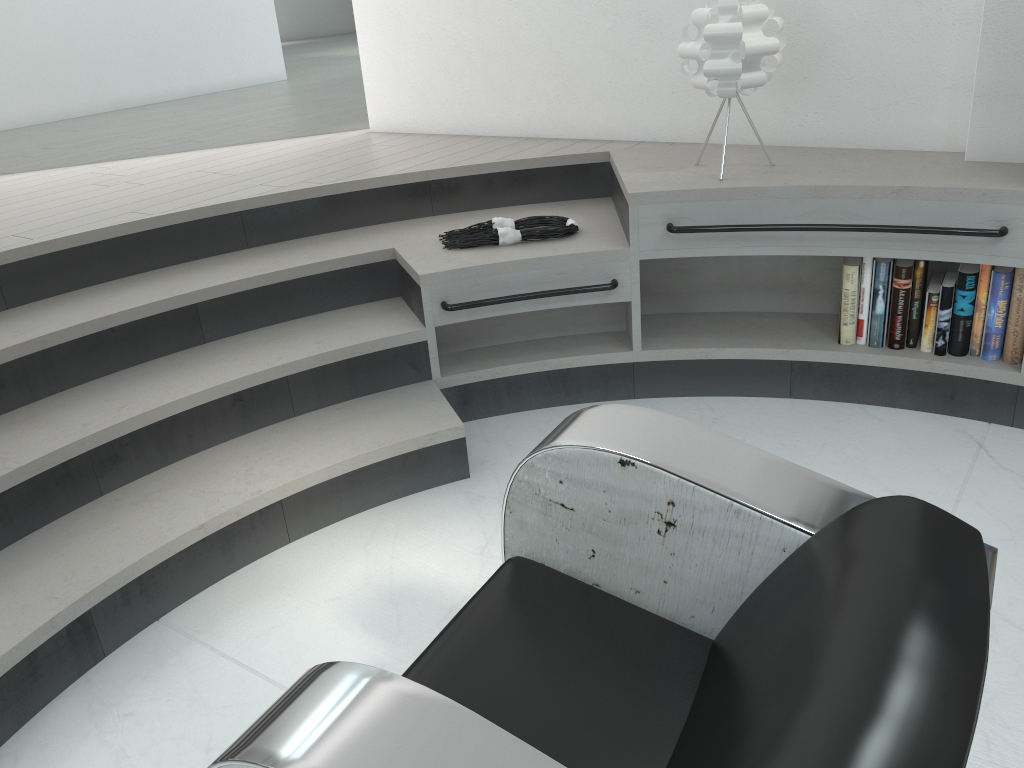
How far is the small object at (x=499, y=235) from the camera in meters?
2.9 m

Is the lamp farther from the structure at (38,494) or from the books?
the books

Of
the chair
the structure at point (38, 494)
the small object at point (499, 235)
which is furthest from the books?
A: the chair

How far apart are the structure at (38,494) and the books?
0.0m

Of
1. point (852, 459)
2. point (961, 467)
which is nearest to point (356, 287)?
point (852, 459)

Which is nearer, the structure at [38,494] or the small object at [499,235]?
the structure at [38,494]

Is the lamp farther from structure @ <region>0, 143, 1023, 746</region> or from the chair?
the chair

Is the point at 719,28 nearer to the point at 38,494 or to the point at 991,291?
the point at 991,291

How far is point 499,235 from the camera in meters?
2.9

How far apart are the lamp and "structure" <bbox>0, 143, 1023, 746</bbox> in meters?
0.2
